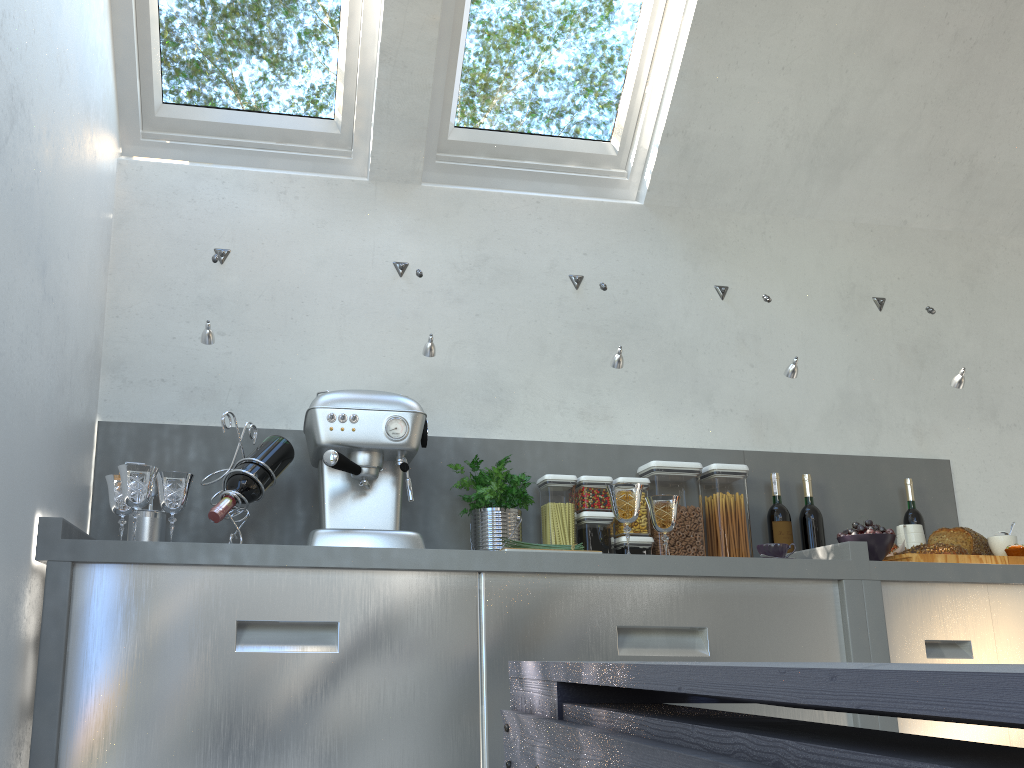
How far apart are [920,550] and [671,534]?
0.7 meters

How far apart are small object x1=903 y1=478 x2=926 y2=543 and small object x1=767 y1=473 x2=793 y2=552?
0.5m

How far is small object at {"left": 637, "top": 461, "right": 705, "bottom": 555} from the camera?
2.7m

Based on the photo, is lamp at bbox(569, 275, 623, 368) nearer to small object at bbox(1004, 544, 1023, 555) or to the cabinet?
the cabinet

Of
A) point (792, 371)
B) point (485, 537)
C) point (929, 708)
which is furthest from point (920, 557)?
point (929, 708)

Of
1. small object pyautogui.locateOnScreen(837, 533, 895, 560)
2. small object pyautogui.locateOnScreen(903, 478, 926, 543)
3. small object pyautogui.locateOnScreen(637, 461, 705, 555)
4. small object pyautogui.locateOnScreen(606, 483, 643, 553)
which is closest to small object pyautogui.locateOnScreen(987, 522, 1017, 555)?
small object pyautogui.locateOnScreen(903, 478, 926, 543)

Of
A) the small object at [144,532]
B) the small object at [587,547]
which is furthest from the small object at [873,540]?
the small object at [144,532]

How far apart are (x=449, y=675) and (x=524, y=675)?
1.44m

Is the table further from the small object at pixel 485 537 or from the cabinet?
the small object at pixel 485 537

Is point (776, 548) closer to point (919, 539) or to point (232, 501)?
point (919, 539)
